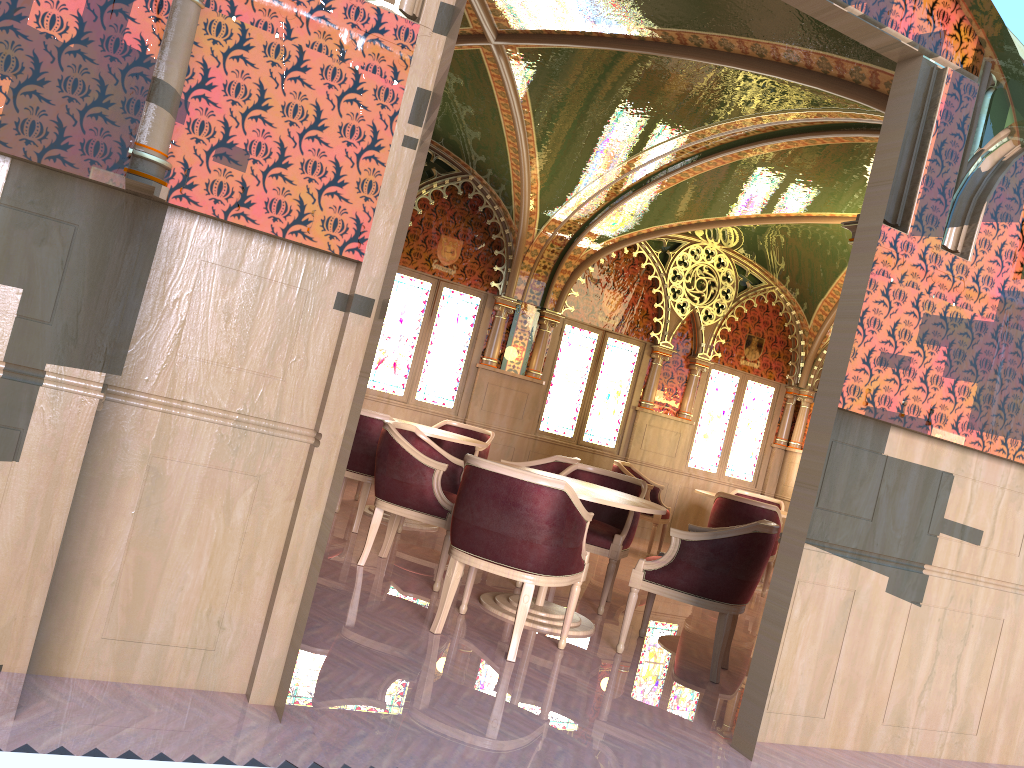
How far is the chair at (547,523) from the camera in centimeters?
399cm

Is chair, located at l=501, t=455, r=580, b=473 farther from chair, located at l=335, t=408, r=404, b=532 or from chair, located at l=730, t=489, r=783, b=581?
chair, located at l=730, t=489, r=783, b=581

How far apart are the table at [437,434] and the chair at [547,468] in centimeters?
54cm

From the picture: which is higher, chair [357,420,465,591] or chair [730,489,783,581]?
chair [730,489,783,581]

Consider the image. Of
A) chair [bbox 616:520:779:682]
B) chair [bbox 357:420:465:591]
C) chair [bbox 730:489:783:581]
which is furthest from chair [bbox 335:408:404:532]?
chair [bbox 730:489:783:581]

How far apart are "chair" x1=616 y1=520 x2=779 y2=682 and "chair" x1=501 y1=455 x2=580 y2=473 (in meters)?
1.67

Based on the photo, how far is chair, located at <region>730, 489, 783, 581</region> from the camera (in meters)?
9.73

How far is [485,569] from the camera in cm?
408

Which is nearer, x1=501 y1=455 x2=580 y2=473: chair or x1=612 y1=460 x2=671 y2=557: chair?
x1=501 y1=455 x2=580 y2=473: chair

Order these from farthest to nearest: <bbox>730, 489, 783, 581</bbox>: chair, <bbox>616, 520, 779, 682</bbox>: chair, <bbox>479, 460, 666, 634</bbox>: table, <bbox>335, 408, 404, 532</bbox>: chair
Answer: <bbox>730, 489, 783, 581</bbox>: chair
<bbox>335, 408, 404, 532</bbox>: chair
<bbox>479, 460, 666, 634</bbox>: table
<bbox>616, 520, 779, 682</bbox>: chair
